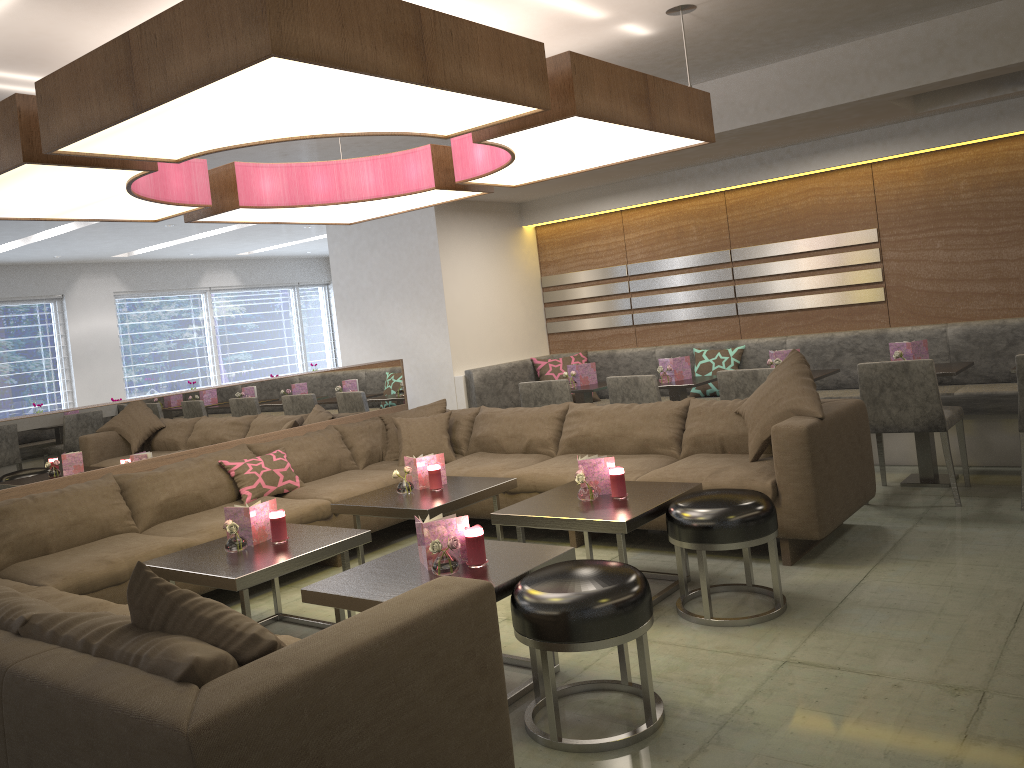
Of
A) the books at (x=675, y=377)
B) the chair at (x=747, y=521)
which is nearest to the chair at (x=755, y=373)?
the books at (x=675, y=377)

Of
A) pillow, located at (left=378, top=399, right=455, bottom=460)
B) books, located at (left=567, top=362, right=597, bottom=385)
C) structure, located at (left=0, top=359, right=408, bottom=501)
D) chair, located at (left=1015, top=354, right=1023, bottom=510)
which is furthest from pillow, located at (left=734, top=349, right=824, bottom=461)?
structure, located at (left=0, top=359, right=408, bottom=501)

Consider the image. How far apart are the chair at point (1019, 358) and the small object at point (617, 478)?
2.09m

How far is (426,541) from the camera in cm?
301

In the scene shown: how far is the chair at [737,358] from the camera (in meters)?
6.47

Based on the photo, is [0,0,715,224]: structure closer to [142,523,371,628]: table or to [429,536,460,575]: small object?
[429,536,460,575]: small object

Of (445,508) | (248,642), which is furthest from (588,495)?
(248,642)

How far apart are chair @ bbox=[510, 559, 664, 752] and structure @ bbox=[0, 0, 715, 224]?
1.44m

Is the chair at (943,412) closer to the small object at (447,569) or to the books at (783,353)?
the books at (783,353)

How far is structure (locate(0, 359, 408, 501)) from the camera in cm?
434
